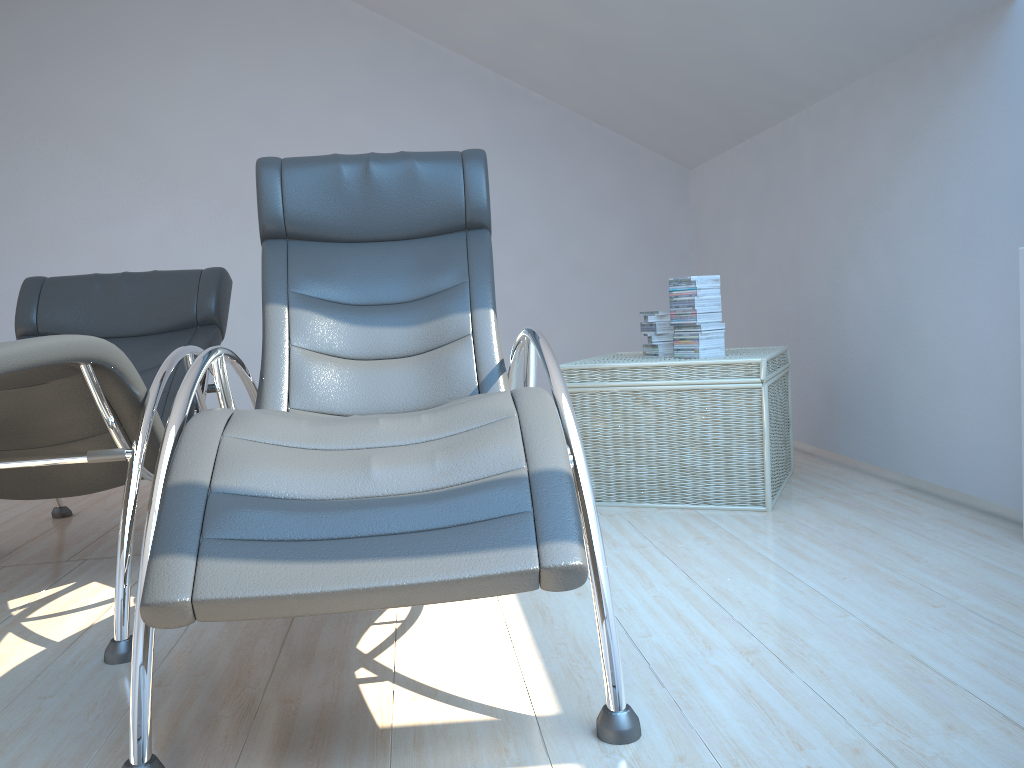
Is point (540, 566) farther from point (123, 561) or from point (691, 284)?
point (691, 284)

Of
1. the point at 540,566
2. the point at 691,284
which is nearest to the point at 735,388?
the point at 691,284

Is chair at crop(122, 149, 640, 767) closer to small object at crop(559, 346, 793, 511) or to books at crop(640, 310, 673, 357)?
small object at crop(559, 346, 793, 511)

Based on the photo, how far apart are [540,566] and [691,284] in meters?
2.1 m

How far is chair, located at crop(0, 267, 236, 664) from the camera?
1.99m

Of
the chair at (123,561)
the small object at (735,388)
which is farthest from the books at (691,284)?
the chair at (123,561)

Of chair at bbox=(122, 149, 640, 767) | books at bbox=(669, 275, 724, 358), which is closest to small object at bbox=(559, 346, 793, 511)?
books at bbox=(669, 275, 724, 358)

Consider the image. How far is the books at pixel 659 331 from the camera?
3.3 meters

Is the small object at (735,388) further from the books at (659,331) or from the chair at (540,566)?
the chair at (540,566)

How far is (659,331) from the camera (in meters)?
3.34
